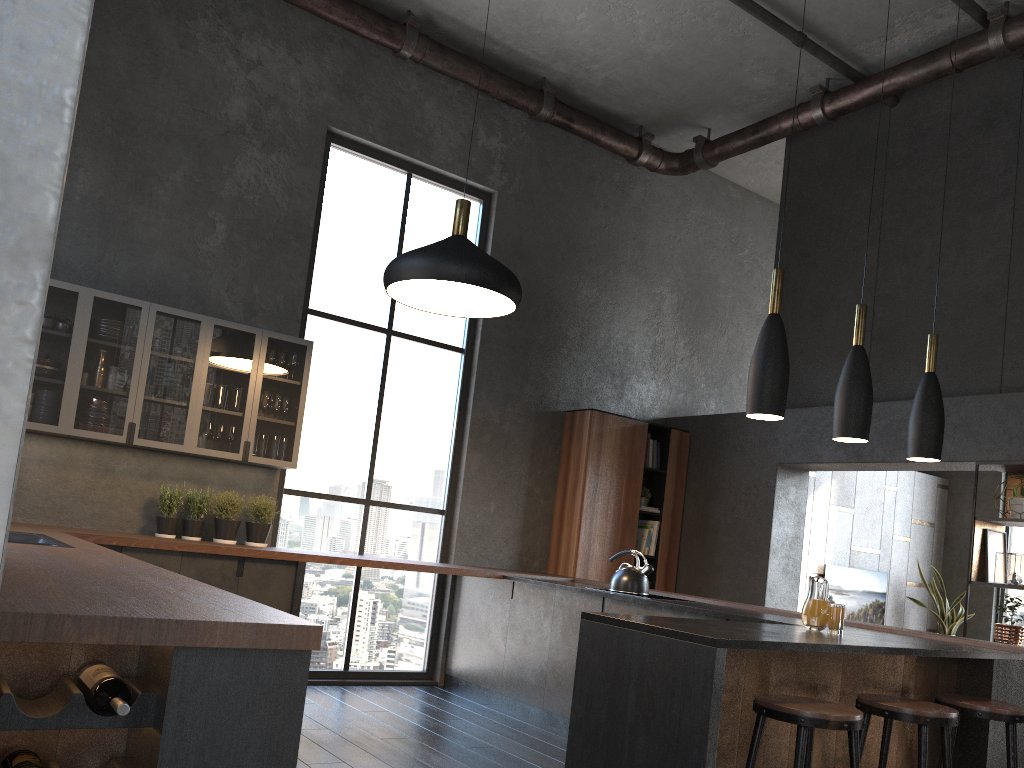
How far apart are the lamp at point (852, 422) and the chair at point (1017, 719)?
1.1m

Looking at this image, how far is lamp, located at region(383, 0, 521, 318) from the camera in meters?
4.3

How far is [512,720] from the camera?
5.7 meters

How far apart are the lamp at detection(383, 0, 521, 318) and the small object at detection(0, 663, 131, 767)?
2.8m

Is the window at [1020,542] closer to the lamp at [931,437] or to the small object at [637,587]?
the small object at [637,587]

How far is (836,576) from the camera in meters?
8.9 m

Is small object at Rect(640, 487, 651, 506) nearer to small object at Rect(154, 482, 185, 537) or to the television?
the television

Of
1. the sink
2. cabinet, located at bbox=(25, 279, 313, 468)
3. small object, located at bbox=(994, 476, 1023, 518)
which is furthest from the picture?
the sink

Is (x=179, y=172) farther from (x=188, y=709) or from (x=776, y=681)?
(x=188, y=709)

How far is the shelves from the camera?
5.7 meters
